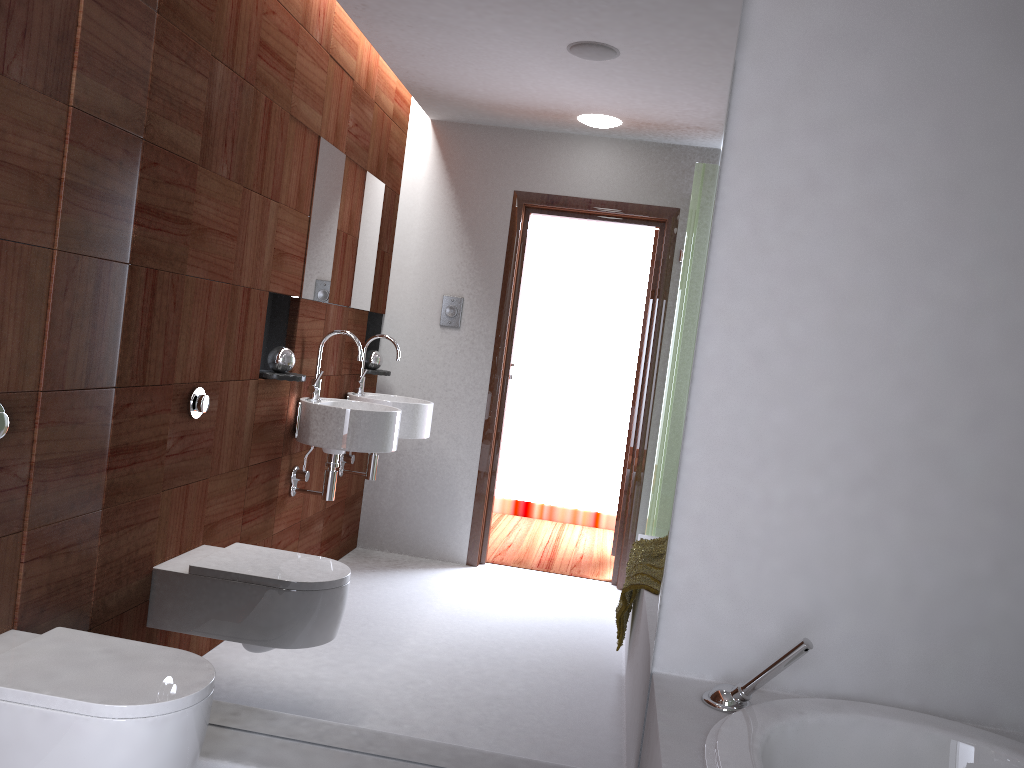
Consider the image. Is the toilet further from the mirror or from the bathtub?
the bathtub

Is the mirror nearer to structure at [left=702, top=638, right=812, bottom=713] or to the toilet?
structure at [left=702, top=638, right=812, bottom=713]

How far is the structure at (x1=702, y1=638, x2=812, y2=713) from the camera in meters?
1.9

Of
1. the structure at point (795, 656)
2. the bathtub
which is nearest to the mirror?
the structure at point (795, 656)

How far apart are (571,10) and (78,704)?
1.82m

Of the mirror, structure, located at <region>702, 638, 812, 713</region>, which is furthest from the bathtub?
the mirror

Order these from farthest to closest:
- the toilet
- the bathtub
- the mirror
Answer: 1. the mirror
2. the bathtub
3. the toilet

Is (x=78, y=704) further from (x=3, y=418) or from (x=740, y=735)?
(x=740, y=735)

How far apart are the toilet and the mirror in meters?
0.3

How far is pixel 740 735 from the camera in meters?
1.7
